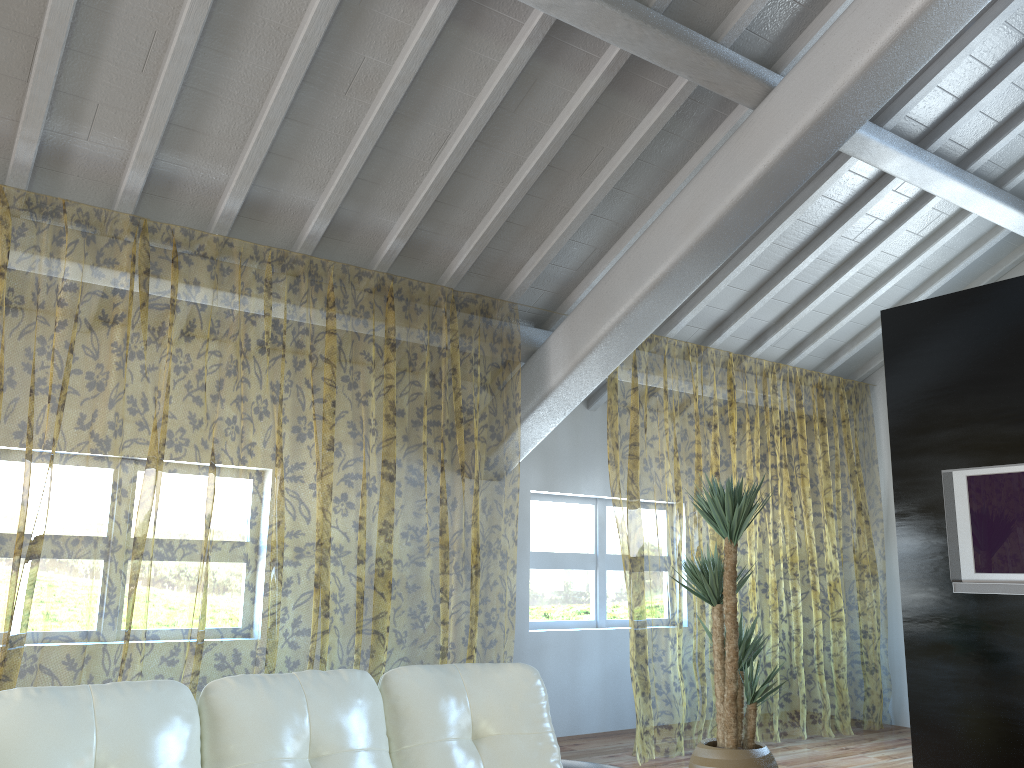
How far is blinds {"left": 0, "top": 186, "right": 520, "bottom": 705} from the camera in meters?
8.5

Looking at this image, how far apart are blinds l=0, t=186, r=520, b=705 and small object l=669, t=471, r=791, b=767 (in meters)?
1.59

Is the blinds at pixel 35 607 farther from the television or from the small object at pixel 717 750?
the television

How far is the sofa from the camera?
1.8m

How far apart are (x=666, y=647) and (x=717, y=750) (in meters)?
7.15

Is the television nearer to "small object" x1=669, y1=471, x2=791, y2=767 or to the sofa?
"small object" x1=669, y1=471, x2=791, y2=767

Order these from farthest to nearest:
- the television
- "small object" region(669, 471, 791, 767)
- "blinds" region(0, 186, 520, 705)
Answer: "blinds" region(0, 186, 520, 705)
the television
"small object" region(669, 471, 791, 767)

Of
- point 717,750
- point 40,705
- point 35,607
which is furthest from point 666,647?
point 40,705

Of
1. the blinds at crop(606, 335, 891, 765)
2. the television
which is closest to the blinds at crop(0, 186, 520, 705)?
the blinds at crop(606, 335, 891, 765)

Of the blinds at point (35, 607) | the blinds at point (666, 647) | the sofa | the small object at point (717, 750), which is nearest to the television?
the small object at point (717, 750)
